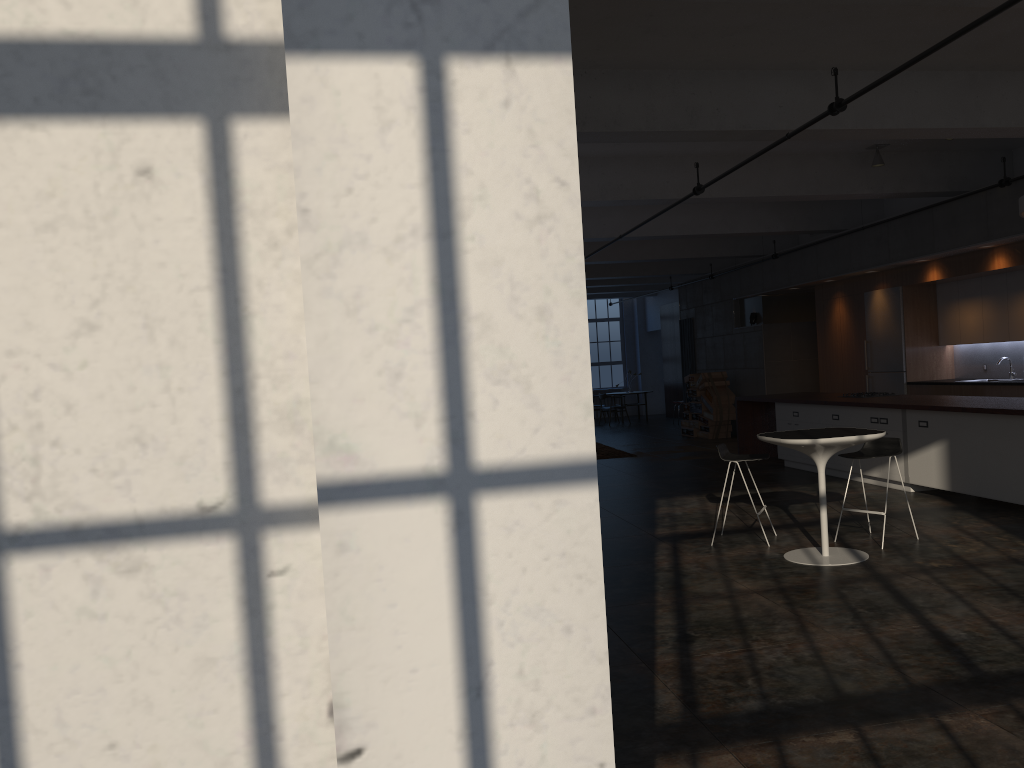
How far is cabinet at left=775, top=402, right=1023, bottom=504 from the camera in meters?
7.8 m

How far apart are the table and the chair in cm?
47

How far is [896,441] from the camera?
7.0m

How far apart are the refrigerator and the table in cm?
677

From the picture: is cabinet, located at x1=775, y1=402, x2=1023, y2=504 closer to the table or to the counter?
the counter

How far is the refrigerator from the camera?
12.8m

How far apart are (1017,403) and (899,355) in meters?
4.7 m

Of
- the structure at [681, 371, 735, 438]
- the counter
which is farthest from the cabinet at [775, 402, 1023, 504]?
the structure at [681, 371, 735, 438]

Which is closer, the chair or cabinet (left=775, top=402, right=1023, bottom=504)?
the chair

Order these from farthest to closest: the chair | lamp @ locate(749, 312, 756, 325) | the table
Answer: lamp @ locate(749, 312, 756, 325) < the chair < the table
